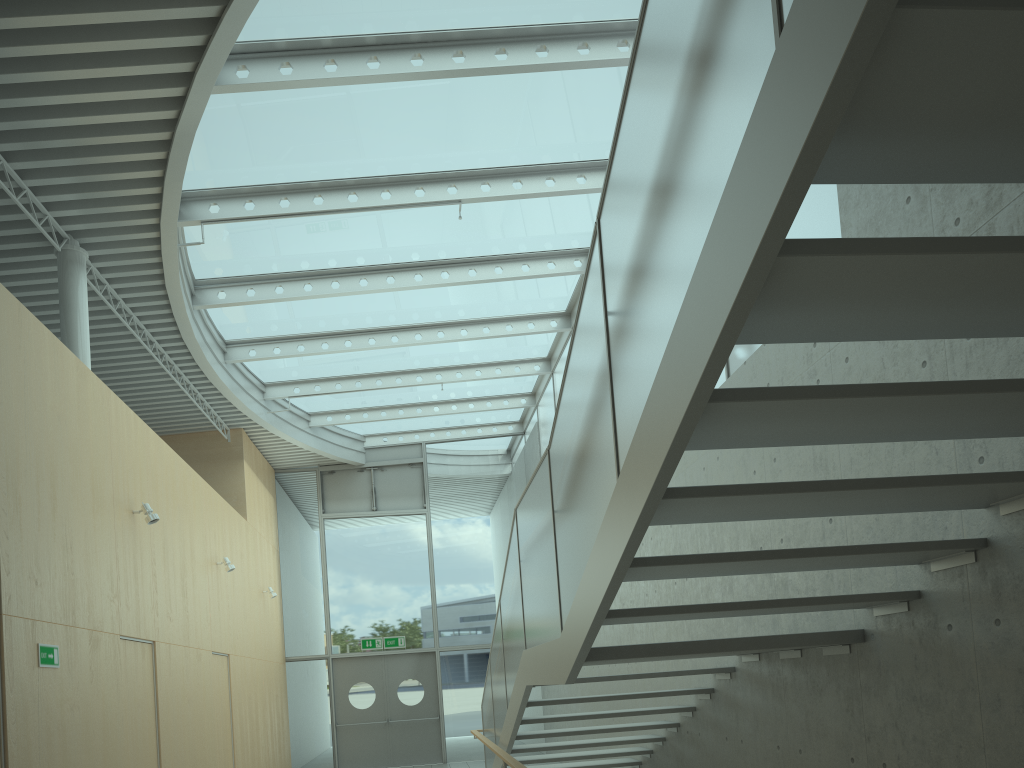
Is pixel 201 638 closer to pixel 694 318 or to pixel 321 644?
pixel 321 644

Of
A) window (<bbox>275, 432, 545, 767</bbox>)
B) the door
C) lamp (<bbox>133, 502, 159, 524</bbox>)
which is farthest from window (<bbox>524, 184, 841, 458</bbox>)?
lamp (<bbox>133, 502, 159, 524</bbox>)

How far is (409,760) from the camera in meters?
14.7 m

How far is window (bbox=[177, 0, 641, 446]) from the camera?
6.7m

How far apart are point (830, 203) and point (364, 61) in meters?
3.8 m

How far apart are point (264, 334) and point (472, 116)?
4.9m

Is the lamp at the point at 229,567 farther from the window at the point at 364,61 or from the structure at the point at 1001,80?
the structure at the point at 1001,80

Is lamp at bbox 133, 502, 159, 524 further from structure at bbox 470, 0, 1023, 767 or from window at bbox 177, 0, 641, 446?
structure at bbox 470, 0, 1023, 767

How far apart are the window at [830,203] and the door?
4.19m

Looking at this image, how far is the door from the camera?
14.7m
